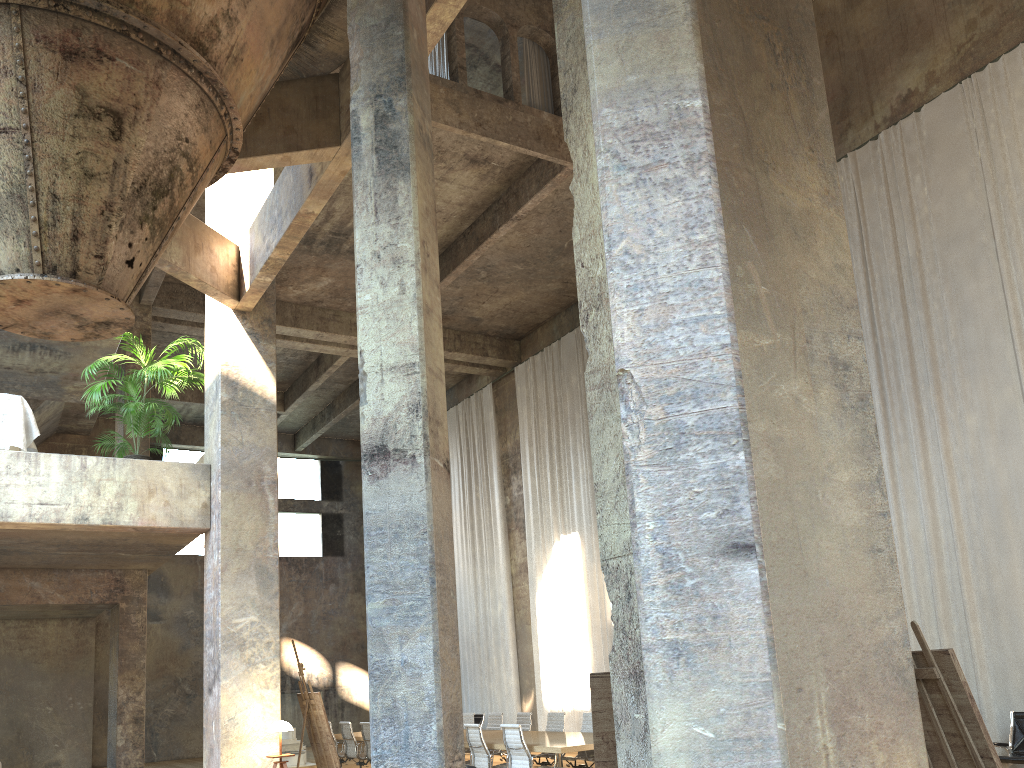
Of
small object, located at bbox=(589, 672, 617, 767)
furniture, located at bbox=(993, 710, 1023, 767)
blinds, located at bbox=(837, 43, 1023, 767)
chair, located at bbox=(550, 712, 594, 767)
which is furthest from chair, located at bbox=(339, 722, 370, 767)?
small object, located at bbox=(589, 672, 617, 767)

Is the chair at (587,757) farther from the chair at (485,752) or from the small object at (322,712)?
the small object at (322,712)

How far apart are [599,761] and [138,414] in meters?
6.9

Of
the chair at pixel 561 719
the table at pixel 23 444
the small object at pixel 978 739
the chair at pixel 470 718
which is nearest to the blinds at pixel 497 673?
Answer: the chair at pixel 470 718

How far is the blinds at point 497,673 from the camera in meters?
19.9

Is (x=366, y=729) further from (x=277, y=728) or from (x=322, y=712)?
(x=277, y=728)

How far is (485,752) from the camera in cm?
1043

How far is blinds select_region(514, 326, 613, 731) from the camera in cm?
1723

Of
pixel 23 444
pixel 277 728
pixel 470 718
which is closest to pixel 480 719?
pixel 470 718

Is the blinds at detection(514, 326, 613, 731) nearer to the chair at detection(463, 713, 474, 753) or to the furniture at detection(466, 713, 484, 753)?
the furniture at detection(466, 713, 484, 753)
